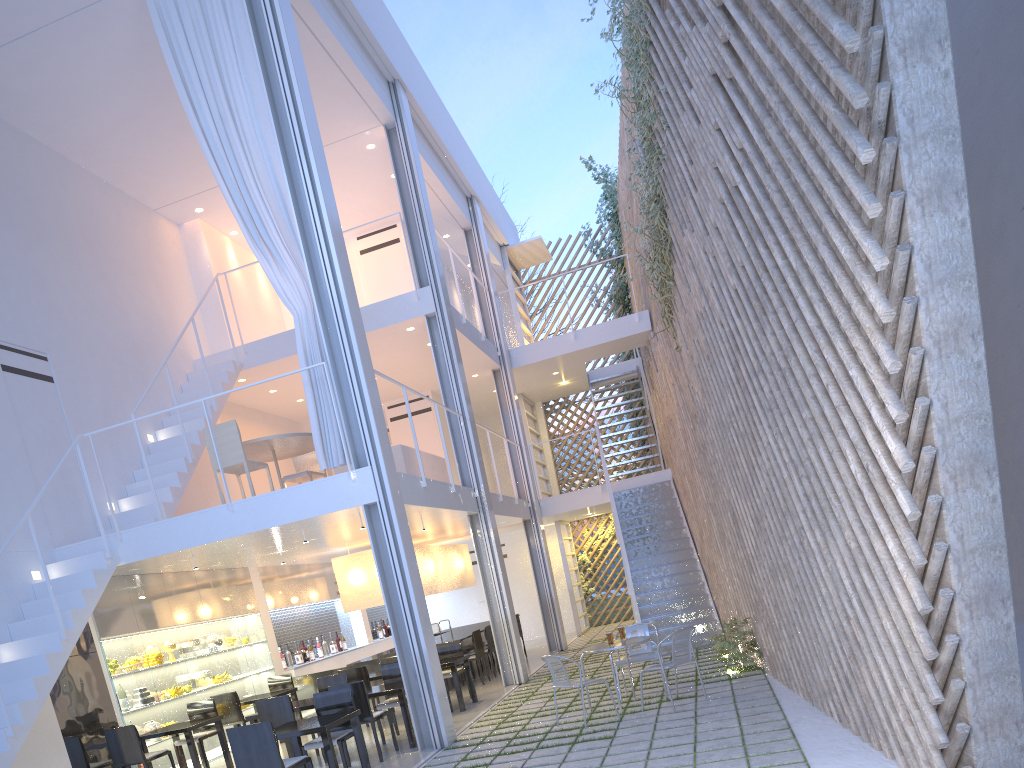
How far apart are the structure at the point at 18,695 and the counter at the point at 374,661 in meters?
1.8 m

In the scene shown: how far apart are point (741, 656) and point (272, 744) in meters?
2.4 m

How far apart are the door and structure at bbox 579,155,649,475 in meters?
3.5 m

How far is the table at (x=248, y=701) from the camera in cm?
515

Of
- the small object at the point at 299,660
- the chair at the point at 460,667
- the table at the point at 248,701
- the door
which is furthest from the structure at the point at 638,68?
the door

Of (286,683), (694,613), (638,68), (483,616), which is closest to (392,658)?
(286,683)

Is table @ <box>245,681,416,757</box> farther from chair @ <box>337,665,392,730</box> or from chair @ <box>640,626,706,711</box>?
chair @ <box>640,626,706,711</box>

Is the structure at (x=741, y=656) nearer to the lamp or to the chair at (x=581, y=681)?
the chair at (x=581, y=681)

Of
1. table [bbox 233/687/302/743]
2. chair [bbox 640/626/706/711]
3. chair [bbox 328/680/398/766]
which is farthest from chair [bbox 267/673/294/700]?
chair [bbox 640/626/706/711]

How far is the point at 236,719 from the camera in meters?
5.0
